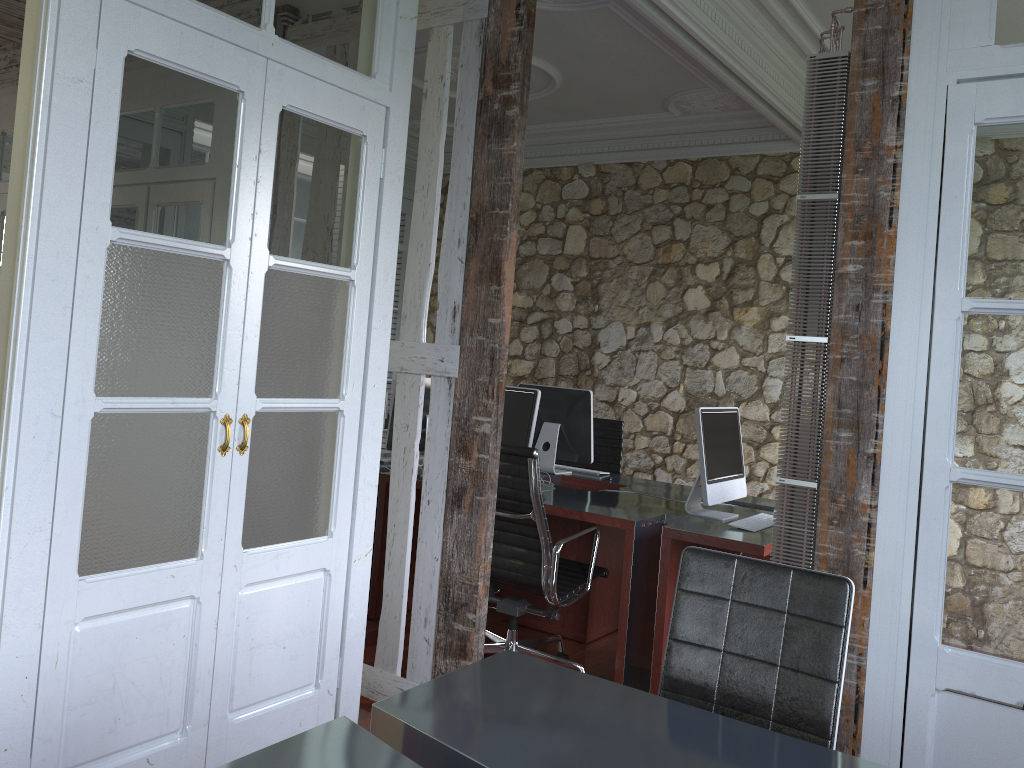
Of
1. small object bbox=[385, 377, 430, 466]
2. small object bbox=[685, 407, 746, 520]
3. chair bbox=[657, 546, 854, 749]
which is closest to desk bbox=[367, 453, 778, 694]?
small object bbox=[685, 407, 746, 520]

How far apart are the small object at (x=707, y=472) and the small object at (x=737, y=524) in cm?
11

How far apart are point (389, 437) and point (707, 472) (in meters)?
1.83

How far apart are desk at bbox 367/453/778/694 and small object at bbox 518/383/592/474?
0.0 meters

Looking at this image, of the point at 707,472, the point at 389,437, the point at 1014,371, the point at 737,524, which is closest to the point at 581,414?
the point at 389,437

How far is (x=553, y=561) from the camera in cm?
349

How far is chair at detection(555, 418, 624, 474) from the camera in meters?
5.5 m

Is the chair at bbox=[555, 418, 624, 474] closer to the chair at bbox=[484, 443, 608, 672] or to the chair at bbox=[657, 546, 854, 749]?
the chair at bbox=[484, 443, 608, 672]

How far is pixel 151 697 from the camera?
2.4 meters

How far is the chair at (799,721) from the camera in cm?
207
